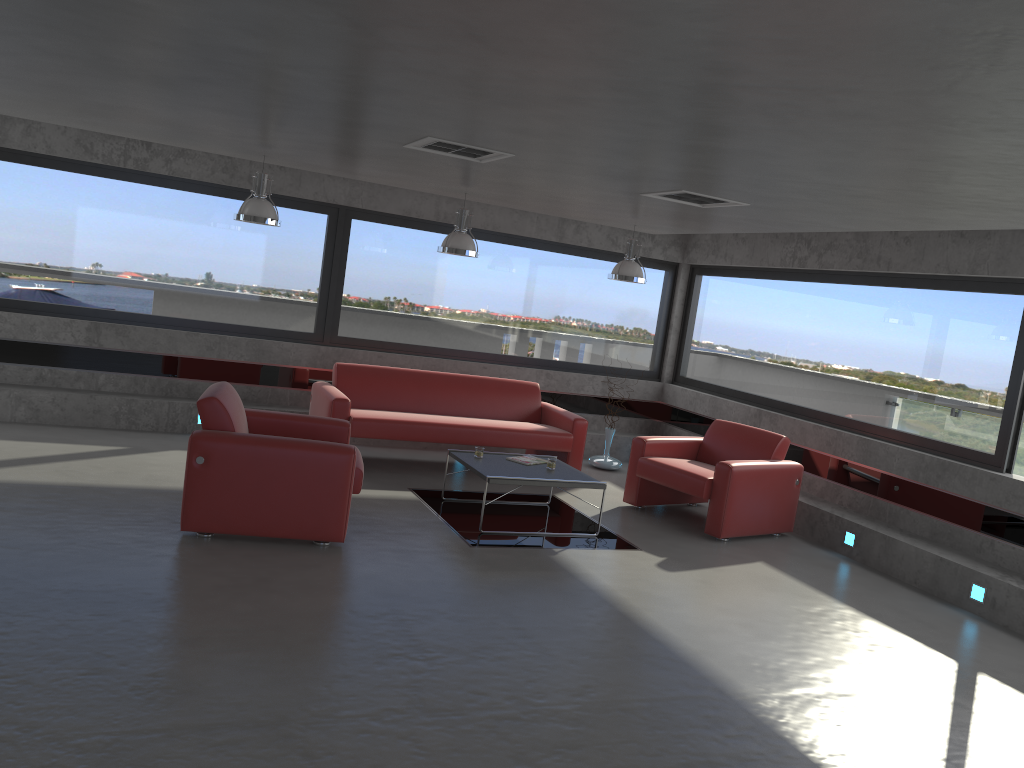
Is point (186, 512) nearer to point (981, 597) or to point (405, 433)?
point (405, 433)

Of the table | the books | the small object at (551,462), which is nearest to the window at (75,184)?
the table

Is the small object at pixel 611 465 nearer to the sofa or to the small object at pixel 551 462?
the sofa

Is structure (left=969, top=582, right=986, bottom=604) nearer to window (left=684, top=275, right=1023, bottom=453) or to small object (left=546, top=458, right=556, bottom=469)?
window (left=684, top=275, right=1023, bottom=453)

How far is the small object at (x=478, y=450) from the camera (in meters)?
7.33

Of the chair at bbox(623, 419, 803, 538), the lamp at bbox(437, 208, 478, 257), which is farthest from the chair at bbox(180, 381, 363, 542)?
the chair at bbox(623, 419, 803, 538)

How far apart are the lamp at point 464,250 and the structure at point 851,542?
4.1m

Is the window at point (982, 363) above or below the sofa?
above

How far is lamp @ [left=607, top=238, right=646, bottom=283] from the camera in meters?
8.7 m

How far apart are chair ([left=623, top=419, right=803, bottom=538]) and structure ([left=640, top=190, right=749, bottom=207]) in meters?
2.2 m
